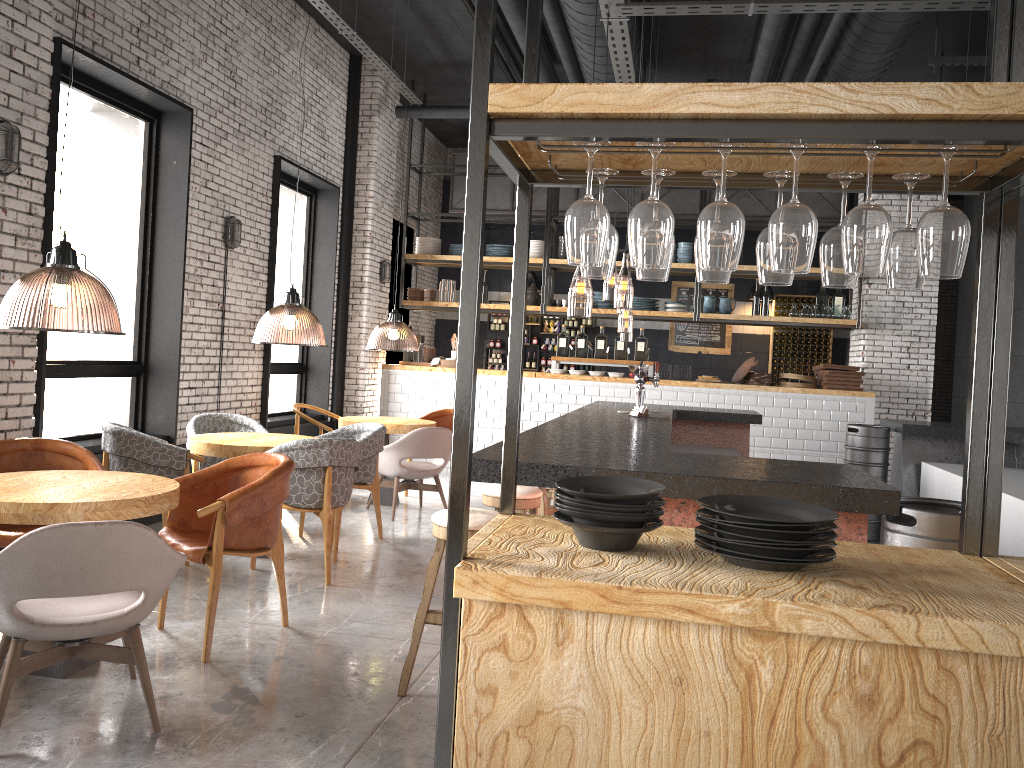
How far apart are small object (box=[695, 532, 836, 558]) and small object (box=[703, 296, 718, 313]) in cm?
932

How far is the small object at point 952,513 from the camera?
2.98m

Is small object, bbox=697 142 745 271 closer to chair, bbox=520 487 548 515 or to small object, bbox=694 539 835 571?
small object, bbox=694 539 835 571

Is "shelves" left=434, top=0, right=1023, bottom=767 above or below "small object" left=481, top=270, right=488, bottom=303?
below

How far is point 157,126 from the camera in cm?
717

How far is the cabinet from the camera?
12.7 meters

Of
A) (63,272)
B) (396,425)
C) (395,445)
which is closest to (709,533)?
(63,272)

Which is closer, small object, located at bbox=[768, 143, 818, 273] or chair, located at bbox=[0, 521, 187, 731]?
small object, located at bbox=[768, 143, 818, 273]

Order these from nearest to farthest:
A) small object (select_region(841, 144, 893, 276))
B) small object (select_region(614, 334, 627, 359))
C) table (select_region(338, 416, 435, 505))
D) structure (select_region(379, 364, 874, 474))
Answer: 1. small object (select_region(841, 144, 893, 276))
2. table (select_region(338, 416, 435, 505))
3. structure (select_region(379, 364, 874, 474))
4. small object (select_region(614, 334, 627, 359))

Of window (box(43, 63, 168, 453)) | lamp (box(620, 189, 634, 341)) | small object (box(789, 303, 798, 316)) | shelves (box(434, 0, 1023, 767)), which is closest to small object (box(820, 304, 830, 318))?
small object (box(789, 303, 798, 316))
